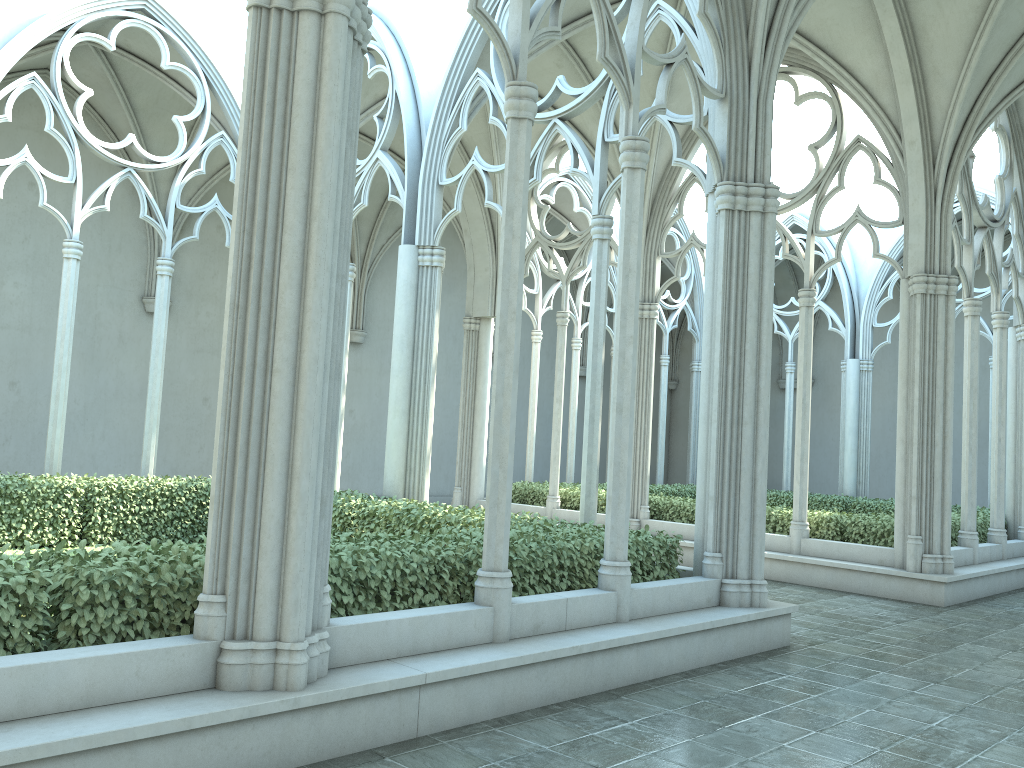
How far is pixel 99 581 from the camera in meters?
4.3 m

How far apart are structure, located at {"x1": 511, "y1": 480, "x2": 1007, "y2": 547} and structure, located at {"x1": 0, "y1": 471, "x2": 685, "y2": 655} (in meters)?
5.16

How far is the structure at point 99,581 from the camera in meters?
4.3 m

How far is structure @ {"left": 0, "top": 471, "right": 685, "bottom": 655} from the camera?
4.3 meters

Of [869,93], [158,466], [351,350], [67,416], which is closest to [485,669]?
[869,93]

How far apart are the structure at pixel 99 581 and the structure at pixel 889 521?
5.2 meters

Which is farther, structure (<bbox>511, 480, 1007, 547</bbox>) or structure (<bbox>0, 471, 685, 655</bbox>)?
structure (<bbox>511, 480, 1007, 547</bbox>)

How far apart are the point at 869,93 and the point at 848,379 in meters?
Answer: 10.1

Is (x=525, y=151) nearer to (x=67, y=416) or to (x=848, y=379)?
(x=67, y=416)
